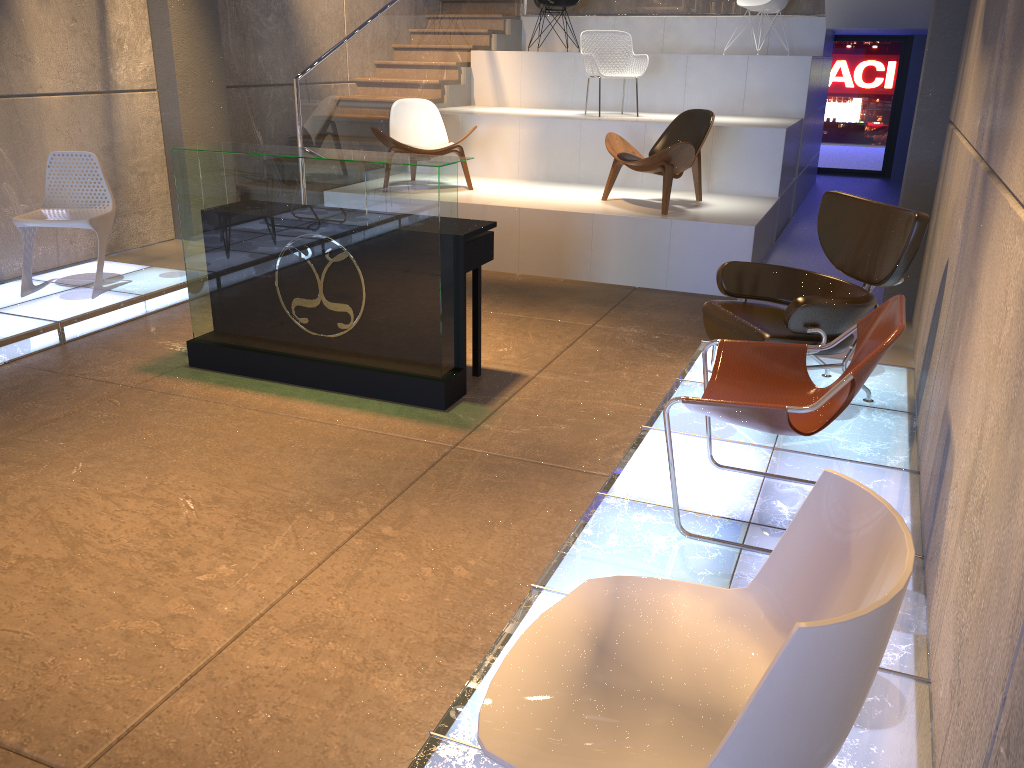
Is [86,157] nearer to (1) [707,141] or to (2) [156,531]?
(2) [156,531]

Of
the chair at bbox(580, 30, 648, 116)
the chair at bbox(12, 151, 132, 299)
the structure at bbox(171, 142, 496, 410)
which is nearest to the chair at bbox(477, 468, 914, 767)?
the structure at bbox(171, 142, 496, 410)

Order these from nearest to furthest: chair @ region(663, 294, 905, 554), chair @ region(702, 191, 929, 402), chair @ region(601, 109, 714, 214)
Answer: chair @ region(663, 294, 905, 554) < chair @ region(702, 191, 929, 402) < chair @ region(601, 109, 714, 214)

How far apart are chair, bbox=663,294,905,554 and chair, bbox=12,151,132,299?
4.3 meters

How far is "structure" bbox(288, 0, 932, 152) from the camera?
7.7 meters

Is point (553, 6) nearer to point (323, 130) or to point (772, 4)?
point (772, 4)

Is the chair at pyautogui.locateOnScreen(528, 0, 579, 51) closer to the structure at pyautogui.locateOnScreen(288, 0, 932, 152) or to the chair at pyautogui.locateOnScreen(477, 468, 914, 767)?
the structure at pyautogui.locateOnScreen(288, 0, 932, 152)

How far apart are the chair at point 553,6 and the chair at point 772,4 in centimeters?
194cm

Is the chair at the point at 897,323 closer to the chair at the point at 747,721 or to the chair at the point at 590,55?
the chair at the point at 747,721

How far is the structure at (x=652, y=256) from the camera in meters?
6.8 m
